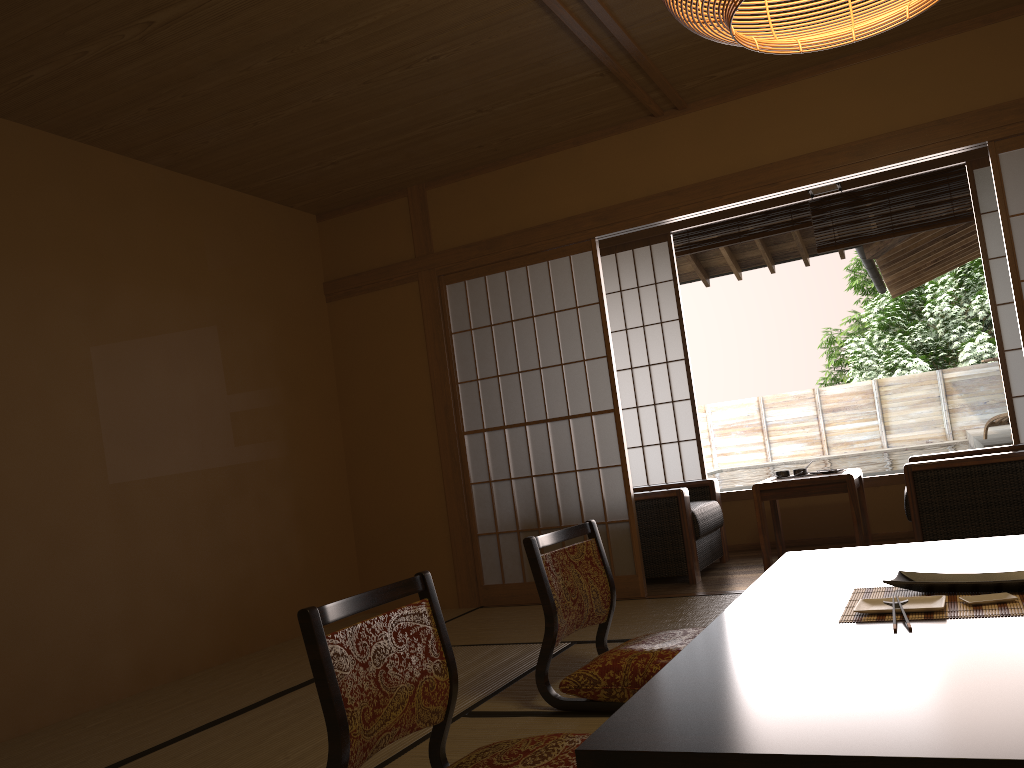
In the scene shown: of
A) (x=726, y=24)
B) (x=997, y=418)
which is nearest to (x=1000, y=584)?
(x=726, y=24)

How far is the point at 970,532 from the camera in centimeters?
429cm

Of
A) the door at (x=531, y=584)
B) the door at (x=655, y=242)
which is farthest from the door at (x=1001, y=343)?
the door at (x=531, y=584)

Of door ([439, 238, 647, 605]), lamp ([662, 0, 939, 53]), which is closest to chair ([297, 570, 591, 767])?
lamp ([662, 0, 939, 53])

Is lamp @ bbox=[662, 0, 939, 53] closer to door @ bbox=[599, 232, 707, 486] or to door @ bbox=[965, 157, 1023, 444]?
door @ bbox=[965, 157, 1023, 444]

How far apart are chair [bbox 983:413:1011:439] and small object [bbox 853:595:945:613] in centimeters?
590cm

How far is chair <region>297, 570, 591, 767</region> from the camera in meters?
1.8

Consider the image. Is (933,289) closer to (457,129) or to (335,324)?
(335,324)

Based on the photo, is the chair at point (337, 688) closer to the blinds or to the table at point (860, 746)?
the table at point (860, 746)

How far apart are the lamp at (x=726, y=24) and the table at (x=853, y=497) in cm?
297
